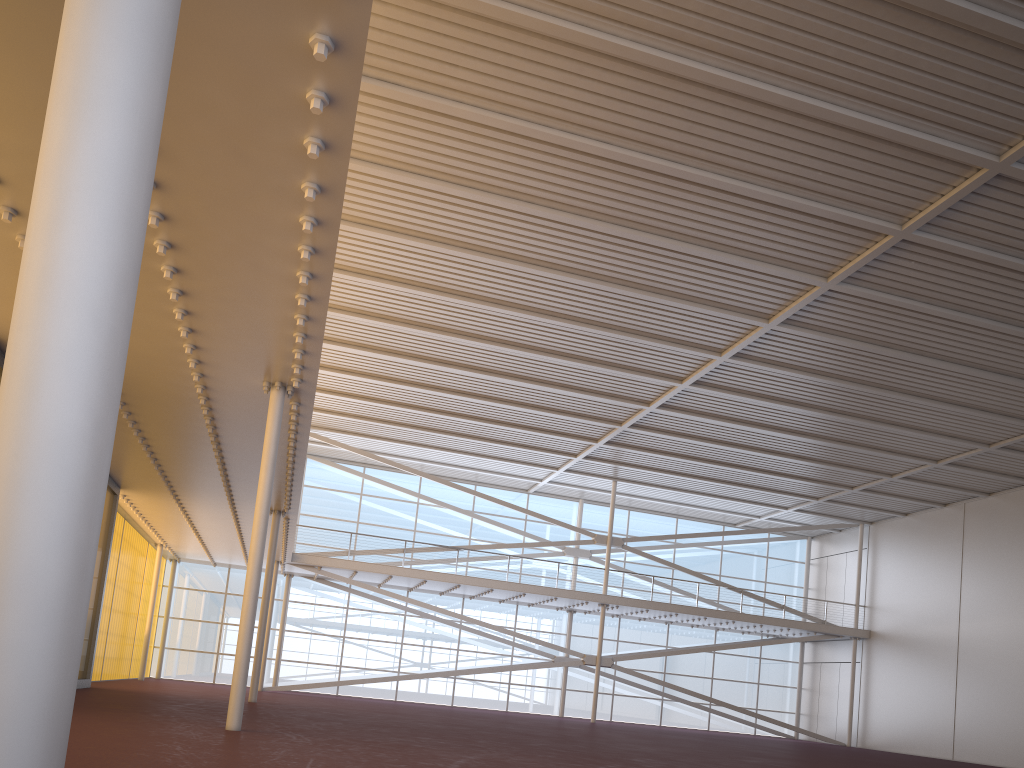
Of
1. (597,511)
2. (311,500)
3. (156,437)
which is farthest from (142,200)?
(597,511)
